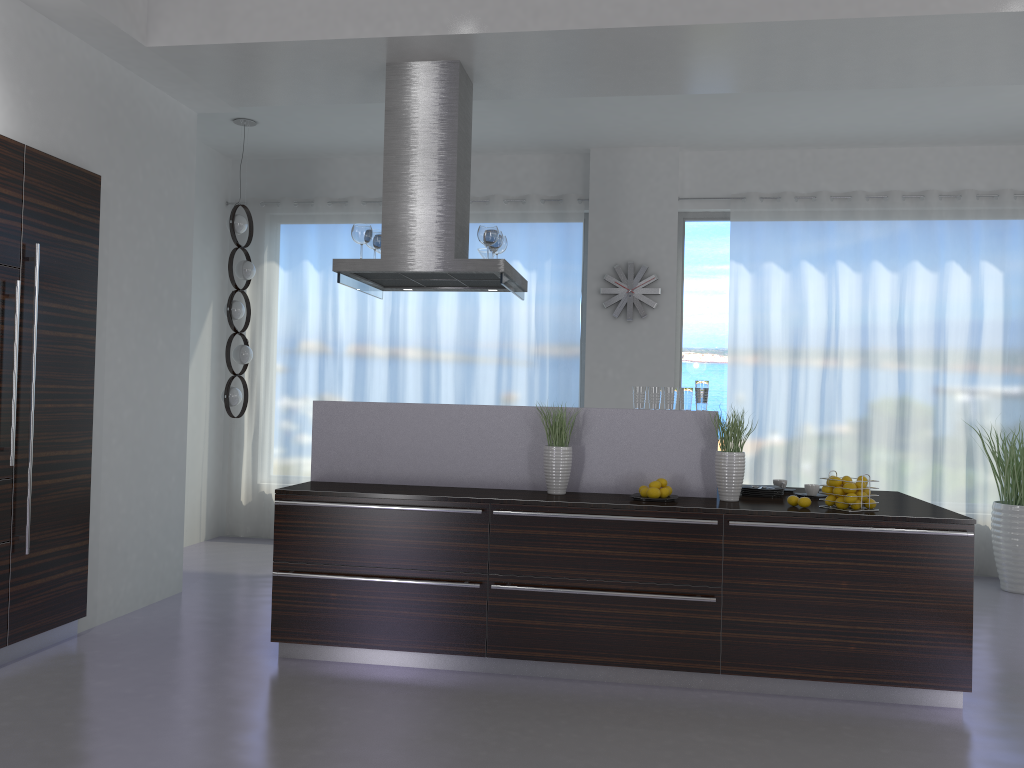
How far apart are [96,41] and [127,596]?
3.2m

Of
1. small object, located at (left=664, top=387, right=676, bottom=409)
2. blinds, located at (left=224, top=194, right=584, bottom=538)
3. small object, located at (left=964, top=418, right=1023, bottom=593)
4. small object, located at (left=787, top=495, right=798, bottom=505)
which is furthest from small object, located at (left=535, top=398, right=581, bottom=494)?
small object, located at (left=964, top=418, right=1023, bottom=593)

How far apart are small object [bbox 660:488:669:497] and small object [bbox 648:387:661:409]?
0.5m

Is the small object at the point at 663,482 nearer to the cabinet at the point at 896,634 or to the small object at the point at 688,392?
the cabinet at the point at 896,634

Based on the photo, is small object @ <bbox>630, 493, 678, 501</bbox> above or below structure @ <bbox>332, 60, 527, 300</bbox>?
Result: below

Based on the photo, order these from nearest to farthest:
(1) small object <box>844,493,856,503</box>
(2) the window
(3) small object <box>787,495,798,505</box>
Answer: (1) small object <box>844,493,856,503</box> → (3) small object <box>787,495,798,505</box> → (2) the window

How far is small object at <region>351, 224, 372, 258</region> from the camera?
5.07m

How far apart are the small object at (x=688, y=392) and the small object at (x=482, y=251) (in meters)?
1.65

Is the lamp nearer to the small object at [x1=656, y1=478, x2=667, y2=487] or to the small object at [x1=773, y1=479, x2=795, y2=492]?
the small object at [x1=656, y1=478, x2=667, y2=487]

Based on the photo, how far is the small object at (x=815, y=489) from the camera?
4.7 meters
